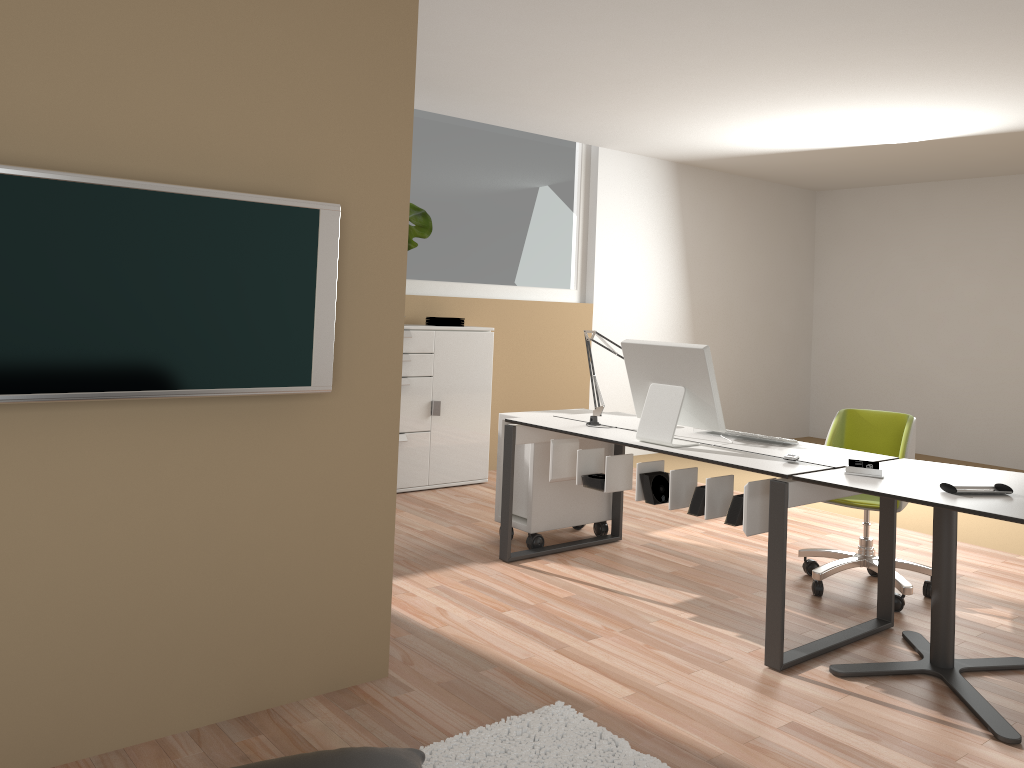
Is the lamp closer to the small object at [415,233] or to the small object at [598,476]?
the small object at [598,476]

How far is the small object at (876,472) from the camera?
3.19m

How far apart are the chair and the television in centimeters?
252cm

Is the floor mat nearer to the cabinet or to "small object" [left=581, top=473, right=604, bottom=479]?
"small object" [left=581, top=473, right=604, bottom=479]

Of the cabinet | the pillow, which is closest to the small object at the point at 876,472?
the pillow

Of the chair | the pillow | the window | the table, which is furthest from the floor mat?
the window

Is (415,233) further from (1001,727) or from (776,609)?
(1001,727)

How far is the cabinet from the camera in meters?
5.9 m

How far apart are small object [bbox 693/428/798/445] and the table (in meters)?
0.47

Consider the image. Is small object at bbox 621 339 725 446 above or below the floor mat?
above
